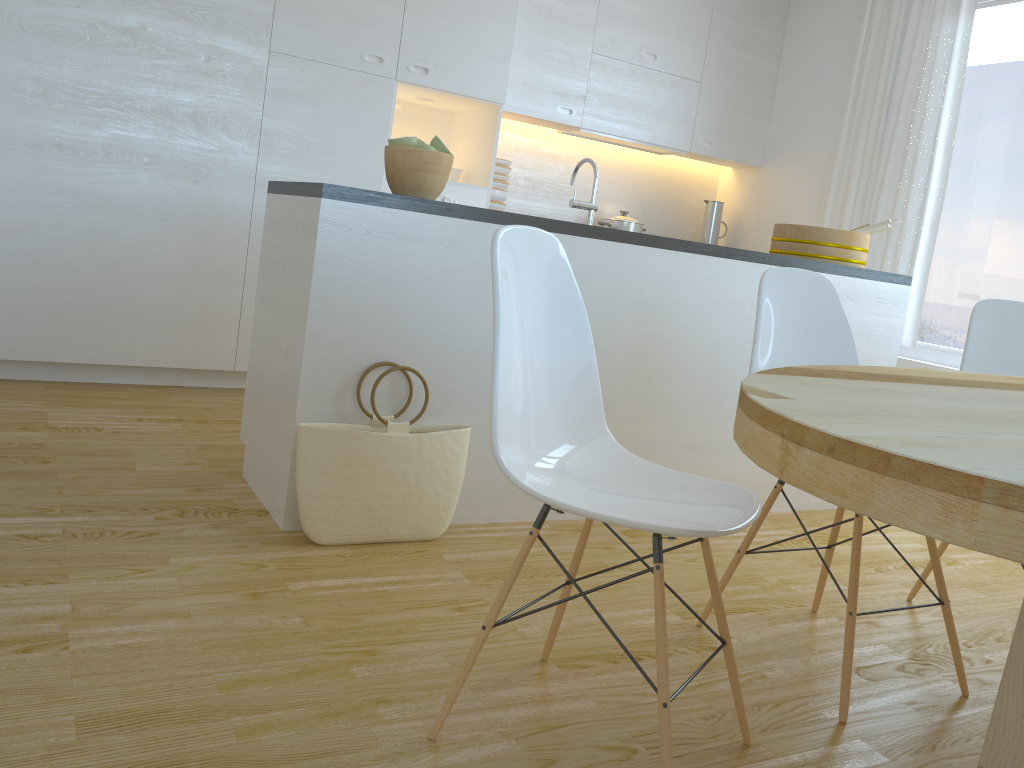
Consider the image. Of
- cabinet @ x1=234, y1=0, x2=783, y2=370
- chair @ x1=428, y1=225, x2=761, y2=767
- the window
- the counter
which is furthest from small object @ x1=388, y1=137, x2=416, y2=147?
the window

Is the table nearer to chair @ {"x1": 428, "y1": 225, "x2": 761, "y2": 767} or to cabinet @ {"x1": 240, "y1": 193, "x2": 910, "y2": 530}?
chair @ {"x1": 428, "y1": 225, "x2": 761, "y2": 767}

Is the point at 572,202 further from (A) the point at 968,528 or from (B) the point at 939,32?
(B) the point at 939,32

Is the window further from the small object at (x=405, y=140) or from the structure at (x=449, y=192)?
the small object at (x=405, y=140)

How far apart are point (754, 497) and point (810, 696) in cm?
61

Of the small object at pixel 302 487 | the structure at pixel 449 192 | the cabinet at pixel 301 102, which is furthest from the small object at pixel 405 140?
the structure at pixel 449 192

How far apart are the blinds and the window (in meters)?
0.10

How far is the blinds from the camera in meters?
4.5 m

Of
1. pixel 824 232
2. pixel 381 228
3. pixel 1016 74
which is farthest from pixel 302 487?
pixel 1016 74

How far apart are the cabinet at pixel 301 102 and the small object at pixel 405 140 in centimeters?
166cm
